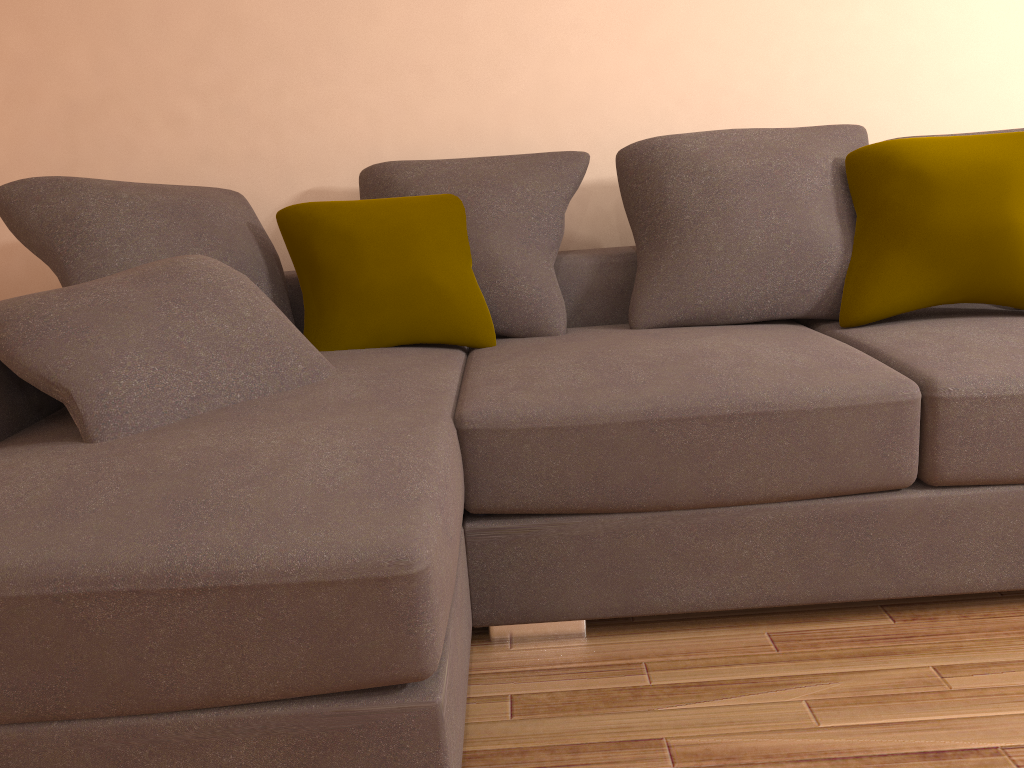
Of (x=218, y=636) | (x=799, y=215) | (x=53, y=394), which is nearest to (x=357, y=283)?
(x=53, y=394)

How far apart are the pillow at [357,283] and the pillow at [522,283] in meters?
0.0 m

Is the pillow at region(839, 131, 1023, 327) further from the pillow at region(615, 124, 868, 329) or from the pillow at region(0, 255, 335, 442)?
the pillow at region(0, 255, 335, 442)

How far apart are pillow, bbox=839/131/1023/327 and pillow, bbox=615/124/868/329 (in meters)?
0.02

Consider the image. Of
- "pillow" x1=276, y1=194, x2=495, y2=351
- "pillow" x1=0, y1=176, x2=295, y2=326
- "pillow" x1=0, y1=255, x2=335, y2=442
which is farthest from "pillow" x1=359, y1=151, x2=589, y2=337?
"pillow" x1=0, y1=255, x2=335, y2=442

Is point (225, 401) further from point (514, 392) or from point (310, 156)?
point (310, 156)

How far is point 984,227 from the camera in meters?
2.2 m

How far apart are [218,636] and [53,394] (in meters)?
0.76

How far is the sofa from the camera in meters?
1.3 m

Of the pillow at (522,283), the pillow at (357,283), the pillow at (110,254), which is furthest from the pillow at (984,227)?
the pillow at (110,254)
